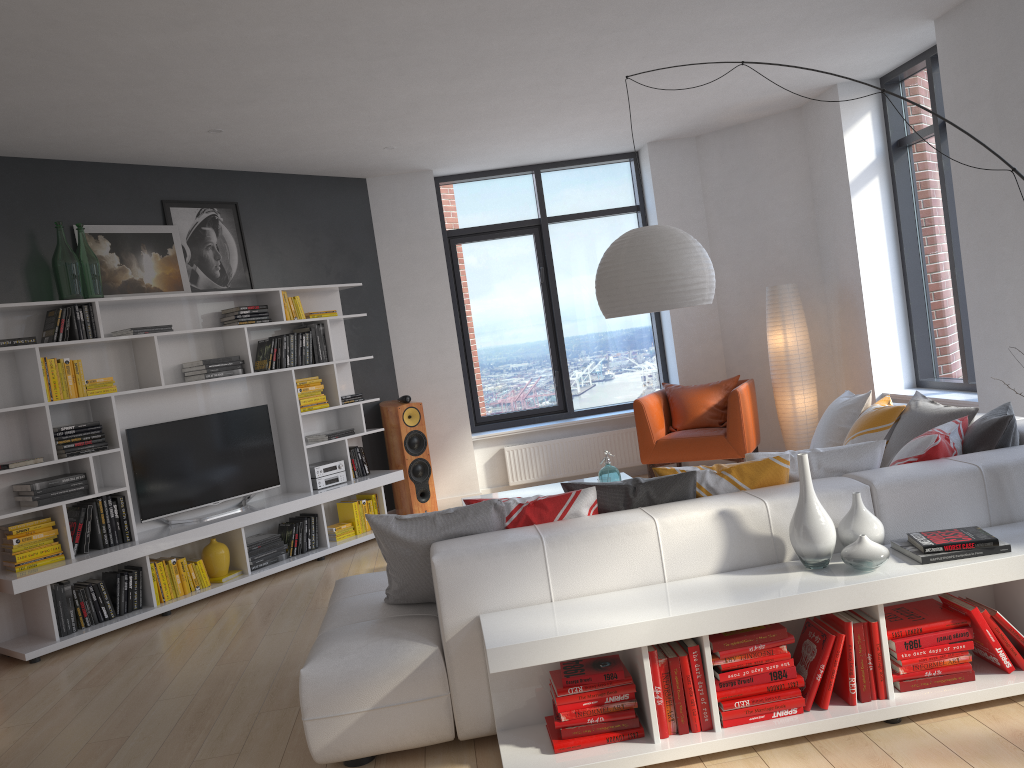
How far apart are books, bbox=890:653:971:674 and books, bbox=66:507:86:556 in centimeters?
462cm

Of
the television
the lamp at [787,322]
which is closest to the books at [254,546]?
the television

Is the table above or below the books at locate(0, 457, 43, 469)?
below

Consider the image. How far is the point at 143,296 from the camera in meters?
5.8

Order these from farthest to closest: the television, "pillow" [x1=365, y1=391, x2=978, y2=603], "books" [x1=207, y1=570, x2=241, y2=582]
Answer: "books" [x1=207, y1=570, x2=241, y2=582], the television, "pillow" [x1=365, y1=391, x2=978, y2=603]

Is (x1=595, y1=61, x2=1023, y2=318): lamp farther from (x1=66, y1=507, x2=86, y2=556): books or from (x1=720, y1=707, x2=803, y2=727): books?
(x1=66, y1=507, x2=86, y2=556): books

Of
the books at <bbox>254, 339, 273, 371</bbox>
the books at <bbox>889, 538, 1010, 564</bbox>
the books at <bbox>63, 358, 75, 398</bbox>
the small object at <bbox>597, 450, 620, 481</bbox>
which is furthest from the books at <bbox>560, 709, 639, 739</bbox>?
the books at <bbox>254, 339, 273, 371</bbox>

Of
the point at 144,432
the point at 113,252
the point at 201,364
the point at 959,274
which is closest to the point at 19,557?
the point at 144,432

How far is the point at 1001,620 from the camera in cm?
297

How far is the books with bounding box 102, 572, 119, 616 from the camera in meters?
5.5
